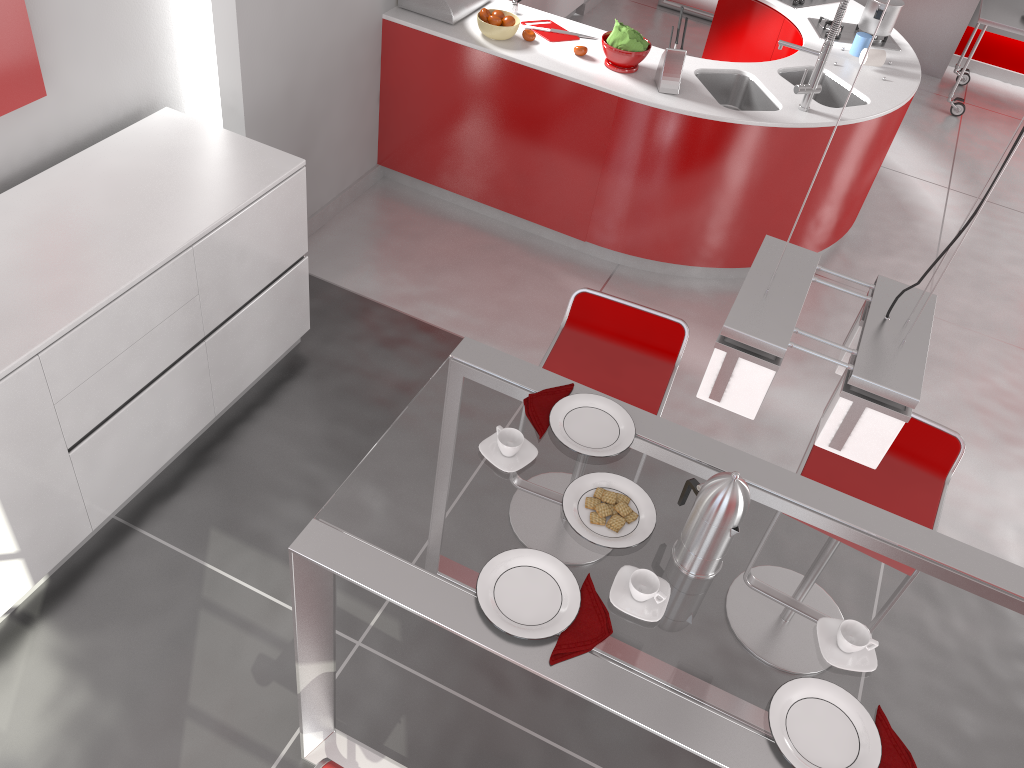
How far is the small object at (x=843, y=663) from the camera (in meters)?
1.79

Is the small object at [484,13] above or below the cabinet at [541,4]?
above

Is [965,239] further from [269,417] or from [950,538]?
[269,417]

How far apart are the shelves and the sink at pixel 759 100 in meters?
3.2 m

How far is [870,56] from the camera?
4.4m

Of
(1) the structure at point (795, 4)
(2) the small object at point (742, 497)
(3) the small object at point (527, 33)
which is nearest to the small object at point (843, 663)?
(2) the small object at point (742, 497)

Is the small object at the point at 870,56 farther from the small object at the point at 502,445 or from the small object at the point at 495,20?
the small object at the point at 502,445

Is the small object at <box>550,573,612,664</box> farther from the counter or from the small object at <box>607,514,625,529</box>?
the counter

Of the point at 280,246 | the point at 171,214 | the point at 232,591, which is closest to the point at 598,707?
the point at 232,591

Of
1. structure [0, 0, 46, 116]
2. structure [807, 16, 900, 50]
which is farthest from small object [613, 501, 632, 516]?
structure [807, 16, 900, 50]
